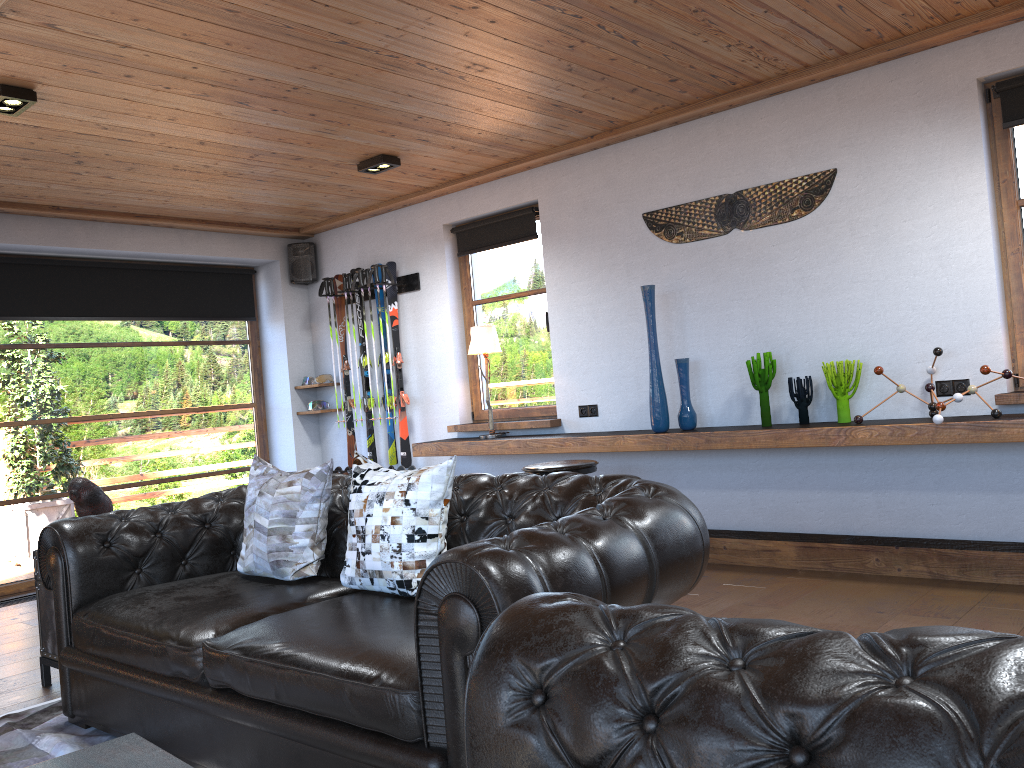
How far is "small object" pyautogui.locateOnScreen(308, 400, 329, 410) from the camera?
7.6 meters

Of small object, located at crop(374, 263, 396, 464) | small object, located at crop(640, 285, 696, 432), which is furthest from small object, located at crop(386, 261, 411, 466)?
small object, located at crop(640, 285, 696, 432)

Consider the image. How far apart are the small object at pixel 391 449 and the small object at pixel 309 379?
1.06m

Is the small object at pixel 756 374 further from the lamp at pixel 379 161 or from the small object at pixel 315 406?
the small object at pixel 315 406

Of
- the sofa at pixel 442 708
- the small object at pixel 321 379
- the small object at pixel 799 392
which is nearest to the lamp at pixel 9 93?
the sofa at pixel 442 708

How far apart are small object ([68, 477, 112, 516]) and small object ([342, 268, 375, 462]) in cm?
327

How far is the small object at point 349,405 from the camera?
7.4 meters

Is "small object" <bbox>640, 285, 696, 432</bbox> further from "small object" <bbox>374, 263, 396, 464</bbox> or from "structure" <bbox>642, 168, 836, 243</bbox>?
"small object" <bbox>374, 263, 396, 464</bbox>

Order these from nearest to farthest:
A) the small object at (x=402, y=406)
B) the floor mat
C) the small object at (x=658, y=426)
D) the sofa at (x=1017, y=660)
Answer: the sofa at (x=1017, y=660) → the floor mat → the small object at (x=658, y=426) → the small object at (x=402, y=406)

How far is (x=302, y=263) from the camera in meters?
7.7
